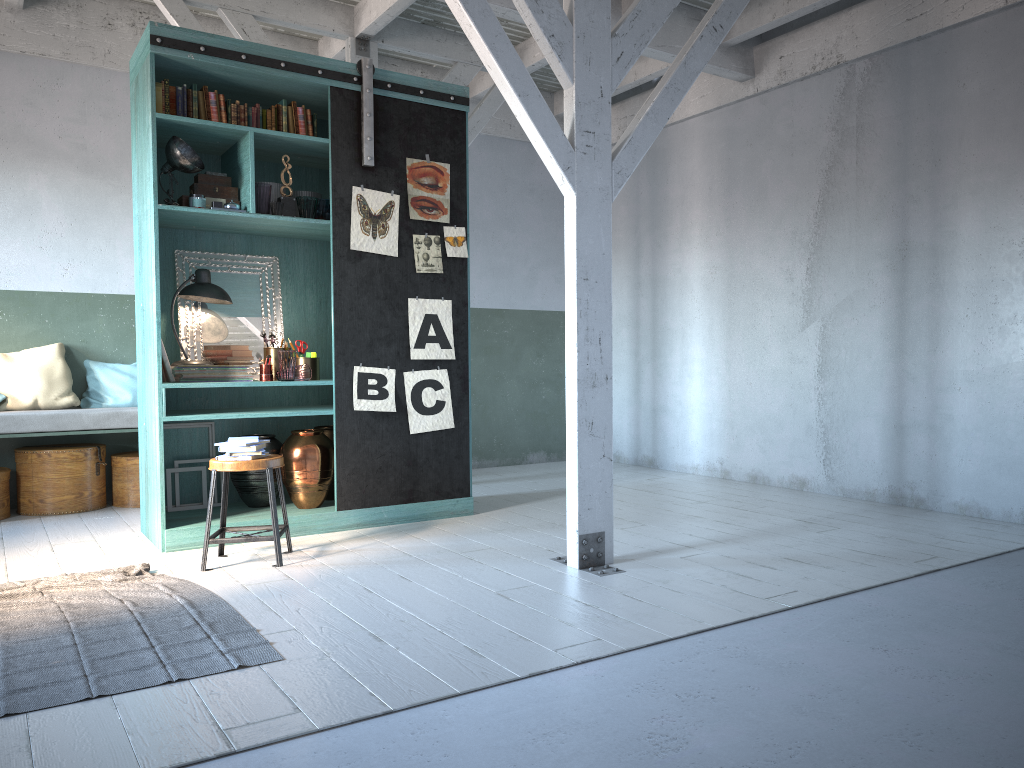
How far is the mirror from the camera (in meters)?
6.79

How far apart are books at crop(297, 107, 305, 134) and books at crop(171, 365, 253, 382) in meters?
1.9 m

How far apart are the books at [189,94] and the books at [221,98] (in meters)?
0.22

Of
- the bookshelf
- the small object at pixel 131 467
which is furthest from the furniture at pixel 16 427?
the bookshelf

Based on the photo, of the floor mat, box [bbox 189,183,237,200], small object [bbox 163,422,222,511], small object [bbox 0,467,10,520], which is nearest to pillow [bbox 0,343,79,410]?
small object [bbox 0,467,10,520]

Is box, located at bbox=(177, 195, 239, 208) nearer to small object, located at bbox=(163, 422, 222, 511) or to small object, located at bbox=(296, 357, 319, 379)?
small object, located at bbox=(296, 357, 319, 379)

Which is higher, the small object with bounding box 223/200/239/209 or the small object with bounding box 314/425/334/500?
the small object with bounding box 223/200/239/209

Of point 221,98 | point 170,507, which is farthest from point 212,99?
point 170,507

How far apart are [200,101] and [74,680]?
4.21m

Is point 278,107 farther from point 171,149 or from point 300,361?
point 300,361
